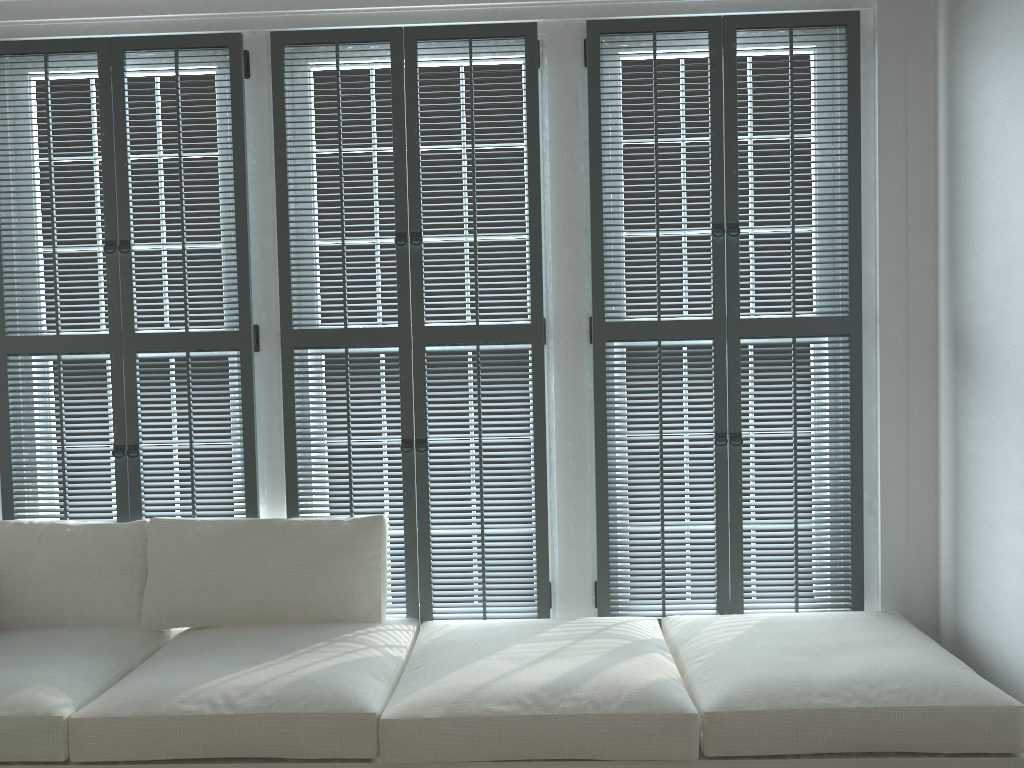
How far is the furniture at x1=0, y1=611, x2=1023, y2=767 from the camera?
2.1 meters

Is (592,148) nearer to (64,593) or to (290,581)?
(290,581)

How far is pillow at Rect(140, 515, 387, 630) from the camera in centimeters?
278cm

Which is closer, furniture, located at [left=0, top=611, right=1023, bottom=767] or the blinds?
furniture, located at [left=0, top=611, right=1023, bottom=767]

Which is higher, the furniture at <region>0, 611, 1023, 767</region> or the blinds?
the blinds

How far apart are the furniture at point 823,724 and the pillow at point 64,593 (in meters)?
0.04

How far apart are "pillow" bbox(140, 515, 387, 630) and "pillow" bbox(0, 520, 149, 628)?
0.0m

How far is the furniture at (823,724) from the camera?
2.14m

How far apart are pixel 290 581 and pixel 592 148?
1.7m

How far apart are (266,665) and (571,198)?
1.7m
